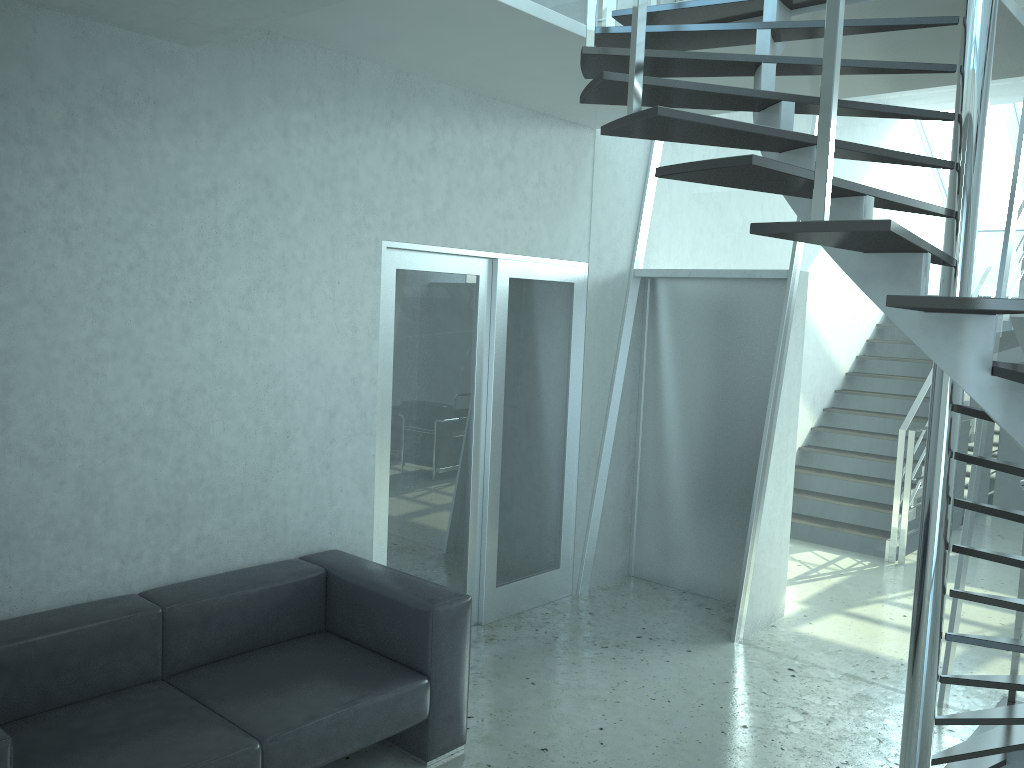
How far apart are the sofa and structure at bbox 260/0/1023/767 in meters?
1.6 m

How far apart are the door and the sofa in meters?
0.4

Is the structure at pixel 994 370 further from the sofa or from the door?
the sofa

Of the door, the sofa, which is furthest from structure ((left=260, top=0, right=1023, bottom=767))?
the sofa

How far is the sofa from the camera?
2.91m

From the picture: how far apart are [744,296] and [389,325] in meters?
2.4 m

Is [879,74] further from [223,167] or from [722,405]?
[223,167]

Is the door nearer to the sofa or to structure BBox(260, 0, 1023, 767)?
the sofa

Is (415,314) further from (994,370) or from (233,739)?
(994,370)

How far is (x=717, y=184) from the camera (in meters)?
2.37
